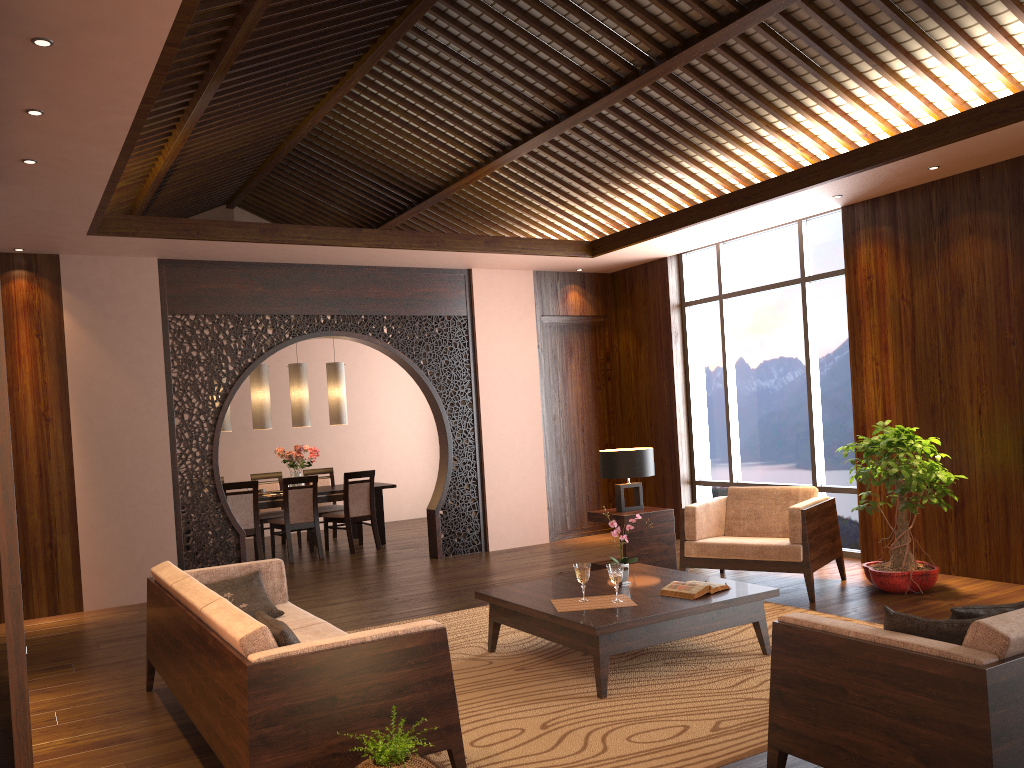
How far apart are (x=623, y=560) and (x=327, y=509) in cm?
582

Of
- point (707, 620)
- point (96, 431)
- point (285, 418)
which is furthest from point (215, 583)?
point (285, 418)

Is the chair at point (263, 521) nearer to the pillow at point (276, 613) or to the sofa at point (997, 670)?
the pillow at point (276, 613)

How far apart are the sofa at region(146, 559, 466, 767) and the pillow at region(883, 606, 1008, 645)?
1.4m

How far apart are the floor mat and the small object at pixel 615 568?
0.4m

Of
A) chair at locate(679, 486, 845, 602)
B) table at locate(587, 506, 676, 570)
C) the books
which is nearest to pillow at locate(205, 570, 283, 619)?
the books

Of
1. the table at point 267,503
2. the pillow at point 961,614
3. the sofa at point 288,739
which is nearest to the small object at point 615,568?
the sofa at point 288,739

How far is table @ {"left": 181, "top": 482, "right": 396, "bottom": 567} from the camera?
9.07m

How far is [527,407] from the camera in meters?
9.0 m

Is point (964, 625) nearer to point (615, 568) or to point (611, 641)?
point (611, 641)
